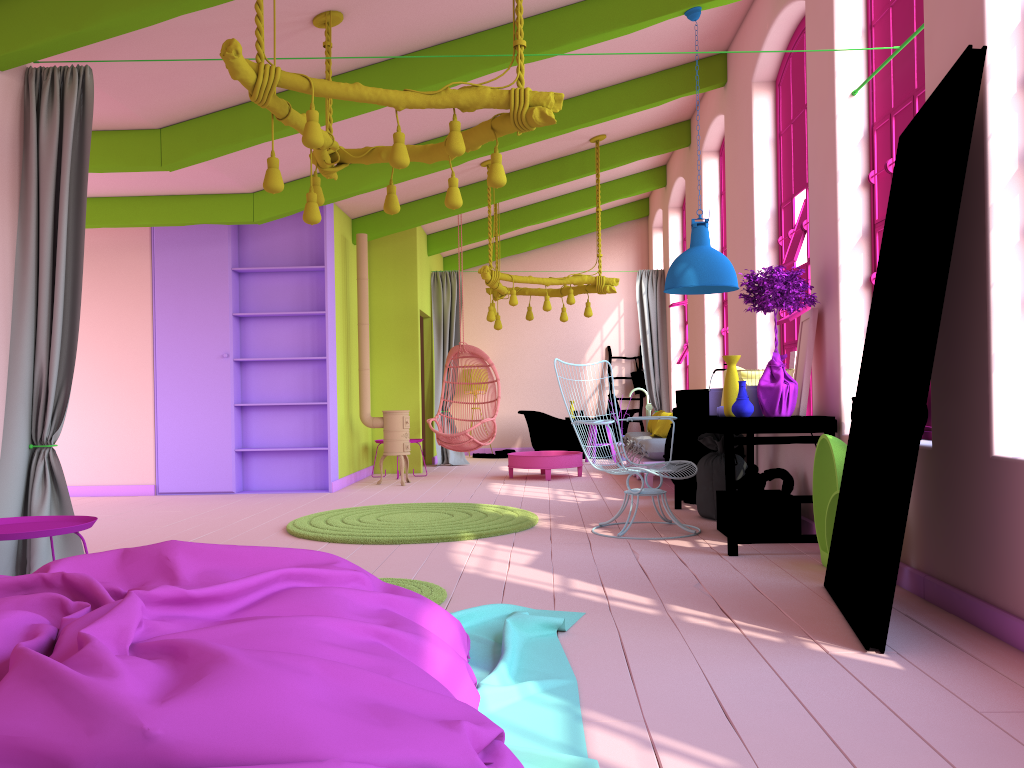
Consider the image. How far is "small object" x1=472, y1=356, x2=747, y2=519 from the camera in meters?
6.7 m

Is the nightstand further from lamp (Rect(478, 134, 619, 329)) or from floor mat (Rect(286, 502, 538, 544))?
lamp (Rect(478, 134, 619, 329))

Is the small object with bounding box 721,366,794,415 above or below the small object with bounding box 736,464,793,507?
above

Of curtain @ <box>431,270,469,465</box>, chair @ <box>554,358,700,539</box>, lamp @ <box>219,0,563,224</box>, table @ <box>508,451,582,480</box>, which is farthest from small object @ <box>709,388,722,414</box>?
curtain @ <box>431,270,469,465</box>

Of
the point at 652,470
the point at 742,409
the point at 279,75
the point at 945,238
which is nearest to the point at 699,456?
the point at 652,470

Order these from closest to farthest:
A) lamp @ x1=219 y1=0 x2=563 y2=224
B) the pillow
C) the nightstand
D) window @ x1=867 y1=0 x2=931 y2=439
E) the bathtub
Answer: the nightstand < lamp @ x1=219 y1=0 x2=563 y2=224 < window @ x1=867 y1=0 x2=931 y2=439 < the pillow < the bathtub

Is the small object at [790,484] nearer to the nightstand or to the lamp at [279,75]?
the lamp at [279,75]

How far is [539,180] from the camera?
10.3m

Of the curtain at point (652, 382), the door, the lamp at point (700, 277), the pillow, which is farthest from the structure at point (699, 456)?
the curtain at point (652, 382)

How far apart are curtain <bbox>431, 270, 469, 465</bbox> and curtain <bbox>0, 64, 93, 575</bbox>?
7.9 meters
